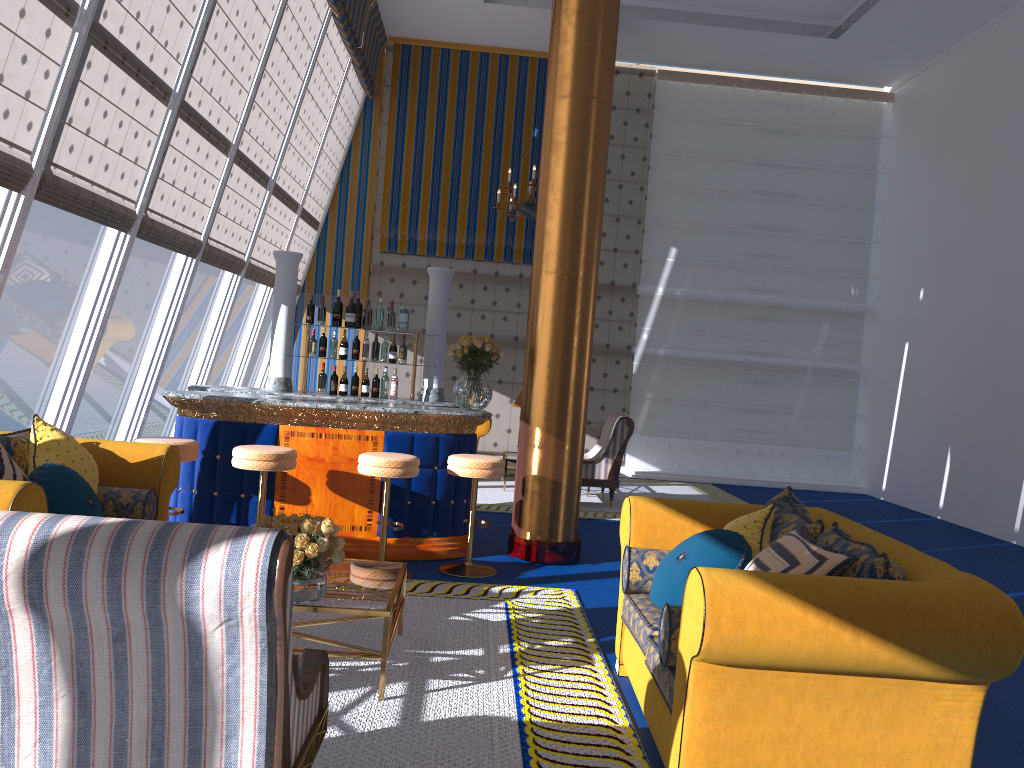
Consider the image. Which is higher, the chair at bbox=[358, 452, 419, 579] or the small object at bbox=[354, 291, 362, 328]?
the small object at bbox=[354, 291, 362, 328]

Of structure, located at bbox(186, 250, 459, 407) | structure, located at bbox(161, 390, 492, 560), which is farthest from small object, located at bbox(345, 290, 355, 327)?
structure, located at bbox(161, 390, 492, 560)

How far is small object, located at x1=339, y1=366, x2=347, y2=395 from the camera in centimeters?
722cm

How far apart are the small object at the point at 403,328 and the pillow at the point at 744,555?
4.2m

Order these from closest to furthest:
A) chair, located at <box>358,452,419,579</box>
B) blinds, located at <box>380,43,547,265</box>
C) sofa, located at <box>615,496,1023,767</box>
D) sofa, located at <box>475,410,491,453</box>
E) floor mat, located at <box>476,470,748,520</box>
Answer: sofa, located at <box>615,496,1023,767</box>, chair, located at <box>358,452,419,579</box>, floor mat, located at <box>476,470,748,520</box>, sofa, located at <box>475,410,491,453</box>, blinds, located at <box>380,43,547,265</box>

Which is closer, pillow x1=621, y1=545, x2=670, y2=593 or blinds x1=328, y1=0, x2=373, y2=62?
pillow x1=621, y1=545, x2=670, y2=593

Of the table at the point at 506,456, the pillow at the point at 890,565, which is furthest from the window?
the pillow at the point at 890,565

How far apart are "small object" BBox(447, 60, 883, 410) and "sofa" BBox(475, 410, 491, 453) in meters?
4.0

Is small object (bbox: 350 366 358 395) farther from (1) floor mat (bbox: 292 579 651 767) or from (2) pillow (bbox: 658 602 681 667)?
(2) pillow (bbox: 658 602 681 667)

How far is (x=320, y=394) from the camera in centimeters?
720cm
